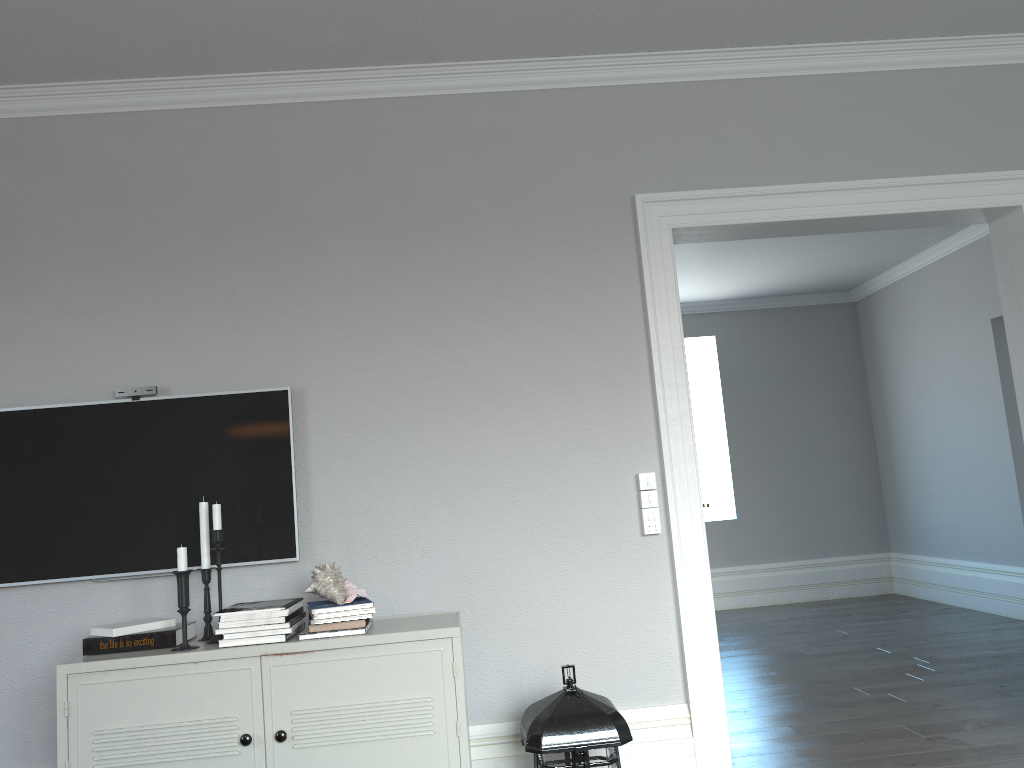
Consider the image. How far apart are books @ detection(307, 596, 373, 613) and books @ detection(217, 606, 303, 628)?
0.1 meters

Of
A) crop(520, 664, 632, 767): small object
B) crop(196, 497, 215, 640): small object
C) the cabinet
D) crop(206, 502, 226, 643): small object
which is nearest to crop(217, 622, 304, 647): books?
the cabinet

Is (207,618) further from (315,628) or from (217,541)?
(315,628)

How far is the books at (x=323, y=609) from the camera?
2.63m

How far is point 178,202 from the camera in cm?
325

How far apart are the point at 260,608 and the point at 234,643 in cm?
12

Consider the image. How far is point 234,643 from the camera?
2.6m

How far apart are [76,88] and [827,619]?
6.1m

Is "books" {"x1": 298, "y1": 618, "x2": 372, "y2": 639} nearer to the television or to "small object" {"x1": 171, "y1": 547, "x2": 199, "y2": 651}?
"small object" {"x1": 171, "y1": 547, "x2": 199, "y2": 651}

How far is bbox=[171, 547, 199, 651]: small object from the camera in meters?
2.6
